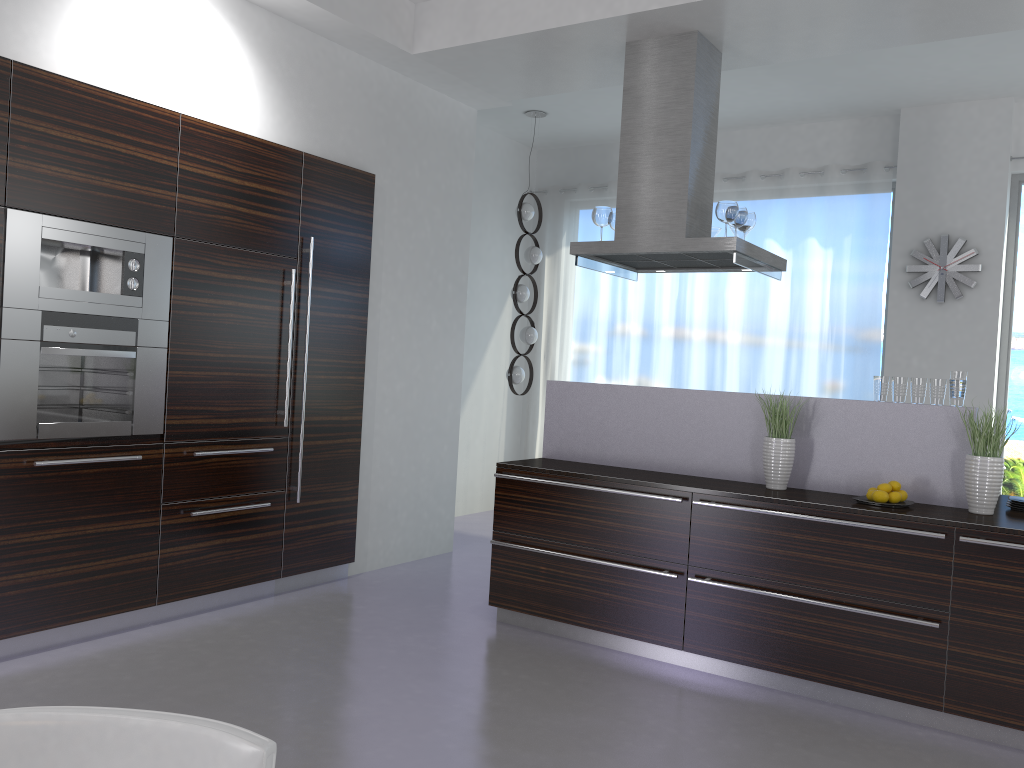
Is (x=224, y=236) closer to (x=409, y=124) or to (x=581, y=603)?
(x=409, y=124)

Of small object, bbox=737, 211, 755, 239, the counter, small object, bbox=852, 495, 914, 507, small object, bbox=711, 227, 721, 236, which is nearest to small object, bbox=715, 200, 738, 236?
small object, bbox=737, 211, 755, 239

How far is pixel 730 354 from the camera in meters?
7.5 m

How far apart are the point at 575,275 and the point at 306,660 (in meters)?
5.15

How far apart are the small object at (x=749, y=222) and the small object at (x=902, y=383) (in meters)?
1.34

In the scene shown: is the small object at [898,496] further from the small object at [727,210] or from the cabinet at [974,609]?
the small object at [727,210]

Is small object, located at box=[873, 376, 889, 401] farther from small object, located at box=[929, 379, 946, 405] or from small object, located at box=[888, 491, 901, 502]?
small object, located at box=[888, 491, 901, 502]

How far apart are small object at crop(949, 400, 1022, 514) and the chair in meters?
3.4

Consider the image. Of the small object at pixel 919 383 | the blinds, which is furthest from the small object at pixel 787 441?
the blinds

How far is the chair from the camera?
1.28m
